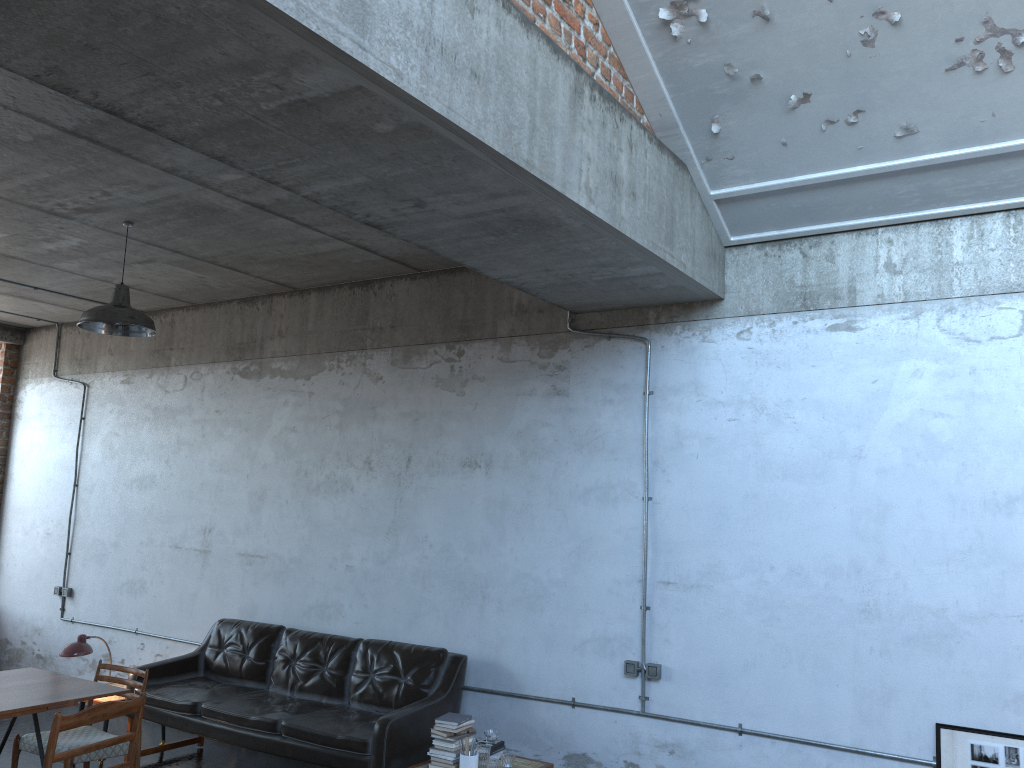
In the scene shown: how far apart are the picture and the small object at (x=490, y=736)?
2.55m

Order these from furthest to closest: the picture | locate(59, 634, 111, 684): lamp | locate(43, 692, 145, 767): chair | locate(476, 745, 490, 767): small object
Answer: locate(59, 634, 111, 684): lamp
locate(476, 745, 490, 767): small object
the picture
locate(43, 692, 145, 767): chair

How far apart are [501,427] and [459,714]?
2.0 meters

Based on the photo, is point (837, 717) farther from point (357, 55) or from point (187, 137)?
point (187, 137)

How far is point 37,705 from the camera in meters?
4.8

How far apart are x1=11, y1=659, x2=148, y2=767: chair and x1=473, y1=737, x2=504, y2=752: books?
2.15m

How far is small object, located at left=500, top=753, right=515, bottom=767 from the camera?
5.4 meters

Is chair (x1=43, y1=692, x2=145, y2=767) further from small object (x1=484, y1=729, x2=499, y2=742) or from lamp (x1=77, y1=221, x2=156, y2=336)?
lamp (x1=77, y1=221, x2=156, y2=336)

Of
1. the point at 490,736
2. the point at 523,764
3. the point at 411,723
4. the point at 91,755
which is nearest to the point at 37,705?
the point at 91,755

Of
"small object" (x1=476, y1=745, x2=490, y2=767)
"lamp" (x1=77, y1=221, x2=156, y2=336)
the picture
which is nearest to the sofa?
"small object" (x1=476, y1=745, x2=490, y2=767)
